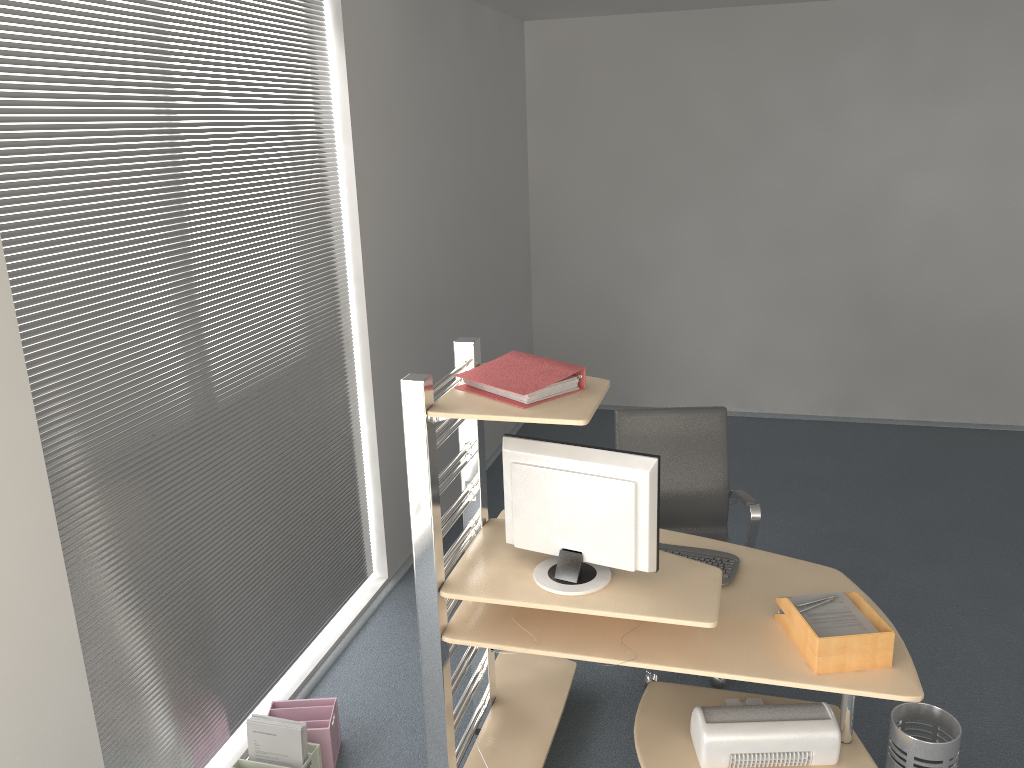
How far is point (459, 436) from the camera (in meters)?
3.09

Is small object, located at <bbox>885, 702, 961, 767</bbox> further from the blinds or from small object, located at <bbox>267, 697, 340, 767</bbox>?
the blinds

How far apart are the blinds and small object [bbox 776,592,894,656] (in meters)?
1.94

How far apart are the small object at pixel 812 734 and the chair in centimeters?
55cm

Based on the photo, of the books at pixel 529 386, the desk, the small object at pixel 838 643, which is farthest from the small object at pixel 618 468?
the small object at pixel 838 643

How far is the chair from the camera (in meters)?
3.83

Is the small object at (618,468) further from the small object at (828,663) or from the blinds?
the blinds

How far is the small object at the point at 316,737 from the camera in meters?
3.2 m

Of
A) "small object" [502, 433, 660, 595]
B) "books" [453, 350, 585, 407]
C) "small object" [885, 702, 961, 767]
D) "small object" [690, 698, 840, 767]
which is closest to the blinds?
"books" [453, 350, 585, 407]

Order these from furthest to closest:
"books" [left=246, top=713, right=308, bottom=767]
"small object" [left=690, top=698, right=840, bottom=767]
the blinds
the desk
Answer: "books" [left=246, top=713, right=308, bottom=767] → "small object" [left=690, top=698, right=840, bottom=767] → the desk → the blinds
